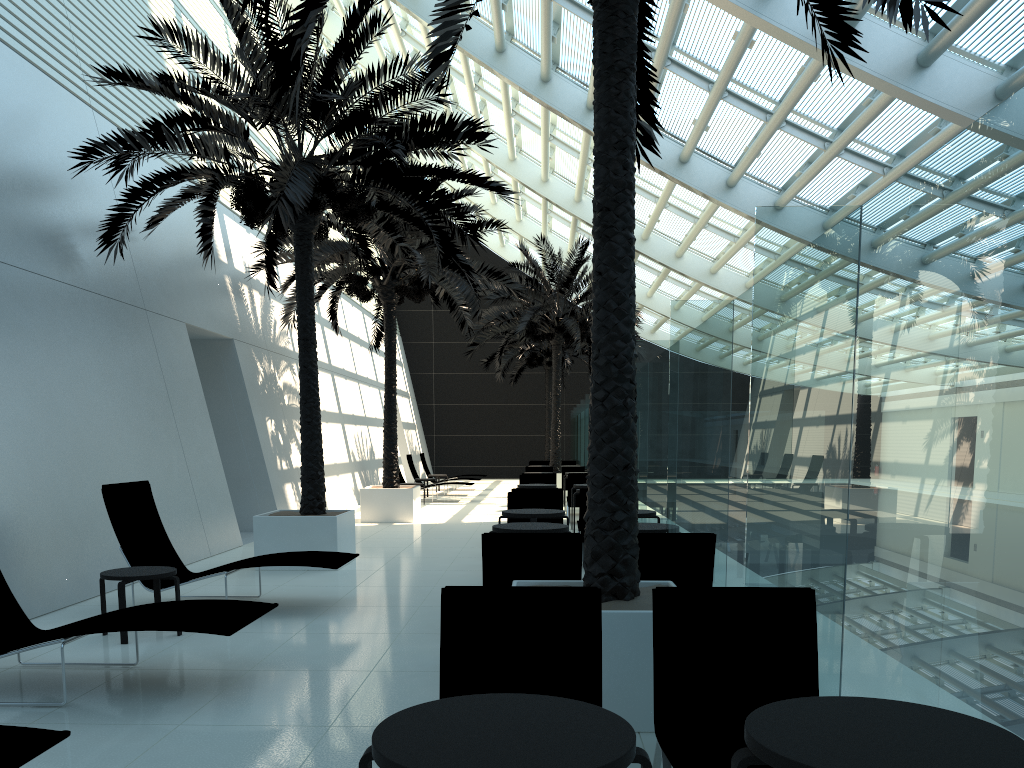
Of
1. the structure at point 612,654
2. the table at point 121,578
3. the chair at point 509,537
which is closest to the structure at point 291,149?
the structure at point 612,654

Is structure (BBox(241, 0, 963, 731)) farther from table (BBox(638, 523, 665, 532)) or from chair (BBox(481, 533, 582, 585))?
table (BBox(638, 523, 665, 532))

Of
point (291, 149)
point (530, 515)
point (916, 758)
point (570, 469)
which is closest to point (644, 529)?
point (530, 515)

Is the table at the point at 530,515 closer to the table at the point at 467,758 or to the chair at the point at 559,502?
the chair at the point at 559,502

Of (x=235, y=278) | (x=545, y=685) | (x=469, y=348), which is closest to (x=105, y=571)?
(x=545, y=685)

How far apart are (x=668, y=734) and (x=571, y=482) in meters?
13.1 m

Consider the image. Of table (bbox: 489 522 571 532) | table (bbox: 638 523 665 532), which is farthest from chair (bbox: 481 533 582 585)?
table (bbox: 638 523 665 532)

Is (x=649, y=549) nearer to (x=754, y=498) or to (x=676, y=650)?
(x=754, y=498)

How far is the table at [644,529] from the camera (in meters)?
7.31

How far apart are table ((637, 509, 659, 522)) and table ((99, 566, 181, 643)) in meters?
4.5
